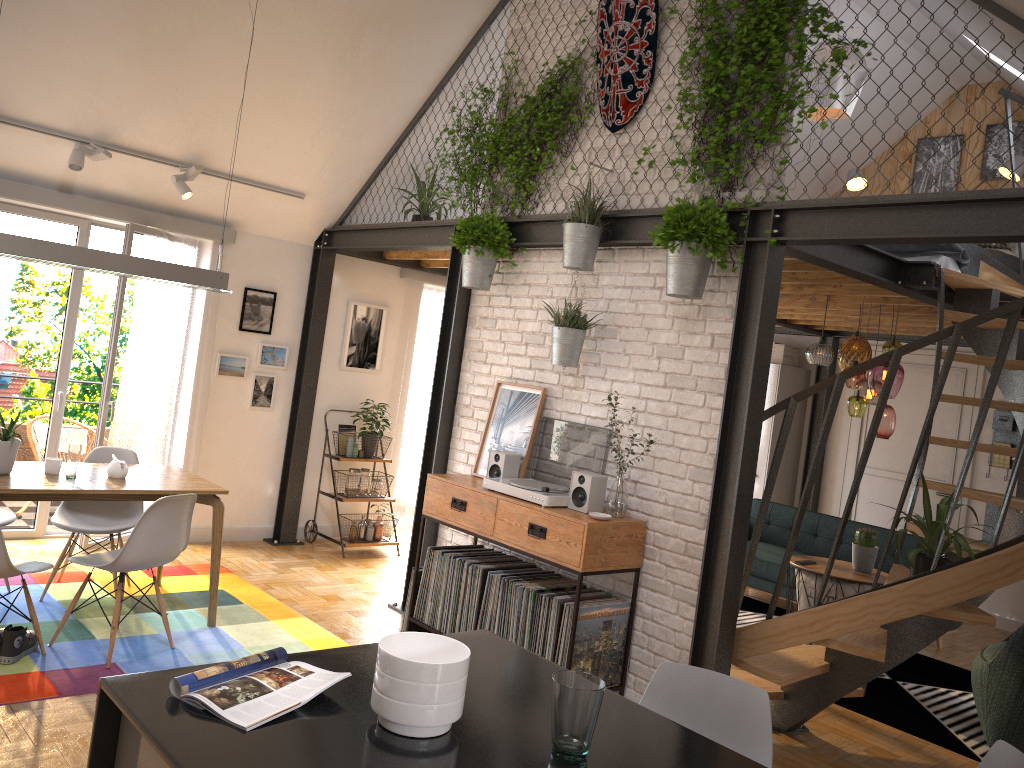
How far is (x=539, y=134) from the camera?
5.26m

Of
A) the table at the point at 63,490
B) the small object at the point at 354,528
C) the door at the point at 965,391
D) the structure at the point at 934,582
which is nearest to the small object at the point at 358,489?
the small object at the point at 354,528

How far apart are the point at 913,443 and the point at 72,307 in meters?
7.2

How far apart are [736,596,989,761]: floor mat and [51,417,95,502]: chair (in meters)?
5.10

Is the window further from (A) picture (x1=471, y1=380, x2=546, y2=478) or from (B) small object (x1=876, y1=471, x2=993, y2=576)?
(B) small object (x1=876, y1=471, x2=993, y2=576)

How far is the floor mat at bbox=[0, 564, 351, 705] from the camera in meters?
3.9

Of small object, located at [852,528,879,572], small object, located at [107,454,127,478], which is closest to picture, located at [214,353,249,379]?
small object, located at [107,454,127,478]

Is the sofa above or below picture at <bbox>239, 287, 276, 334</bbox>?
below

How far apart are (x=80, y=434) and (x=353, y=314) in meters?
2.3

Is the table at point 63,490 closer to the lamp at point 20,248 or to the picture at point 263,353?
the lamp at point 20,248
